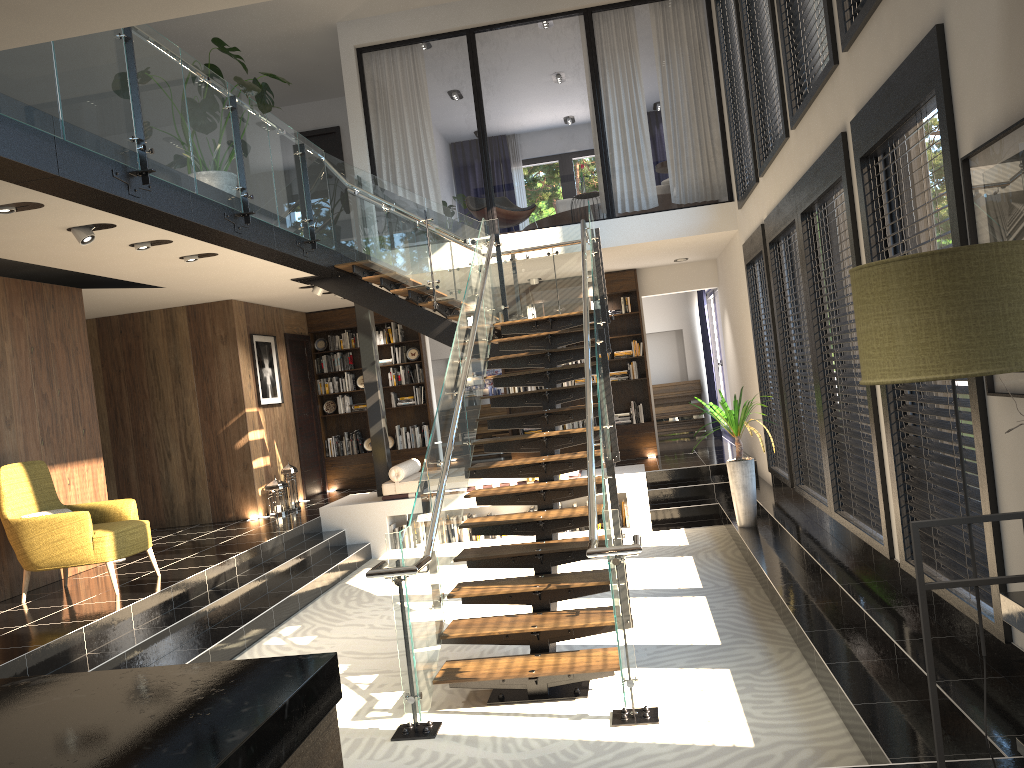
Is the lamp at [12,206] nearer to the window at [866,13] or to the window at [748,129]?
the window at [866,13]

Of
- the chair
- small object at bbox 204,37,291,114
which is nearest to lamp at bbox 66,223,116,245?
small object at bbox 204,37,291,114

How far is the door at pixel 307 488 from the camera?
12.6m

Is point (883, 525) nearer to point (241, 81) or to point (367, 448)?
point (241, 81)

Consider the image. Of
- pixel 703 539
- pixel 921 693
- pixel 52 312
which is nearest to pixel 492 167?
pixel 703 539

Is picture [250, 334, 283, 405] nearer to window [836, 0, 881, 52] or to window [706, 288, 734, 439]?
window [706, 288, 734, 439]

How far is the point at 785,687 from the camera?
4.8 meters

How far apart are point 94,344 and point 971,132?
10.4m

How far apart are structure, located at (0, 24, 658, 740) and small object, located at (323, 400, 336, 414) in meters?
3.7

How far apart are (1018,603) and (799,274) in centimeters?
495cm
